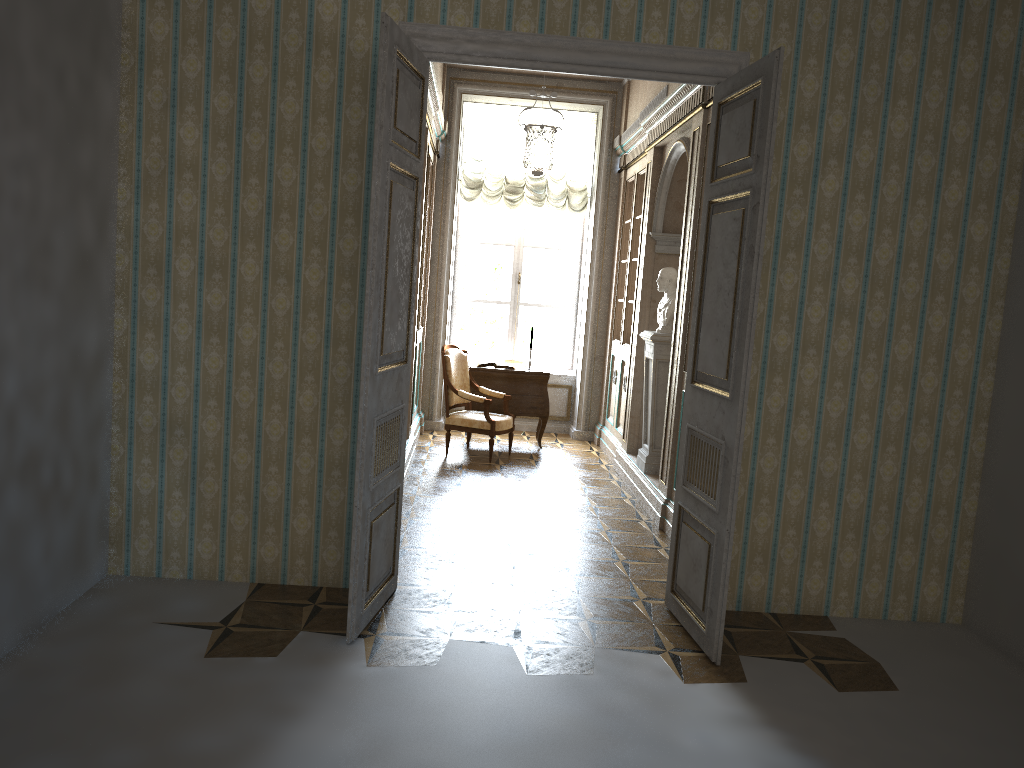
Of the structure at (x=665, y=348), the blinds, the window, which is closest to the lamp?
the blinds

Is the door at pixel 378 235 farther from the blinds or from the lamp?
the blinds

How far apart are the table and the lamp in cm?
195

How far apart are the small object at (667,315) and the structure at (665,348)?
0.11m

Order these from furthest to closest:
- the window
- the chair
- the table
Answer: the window, the table, the chair

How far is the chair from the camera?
A: 8.0m

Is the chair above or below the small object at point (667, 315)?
below

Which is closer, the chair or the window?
the chair

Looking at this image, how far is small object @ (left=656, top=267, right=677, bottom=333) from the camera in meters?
6.9 m

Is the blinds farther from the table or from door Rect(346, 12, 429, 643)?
door Rect(346, 12, 429, 643)
